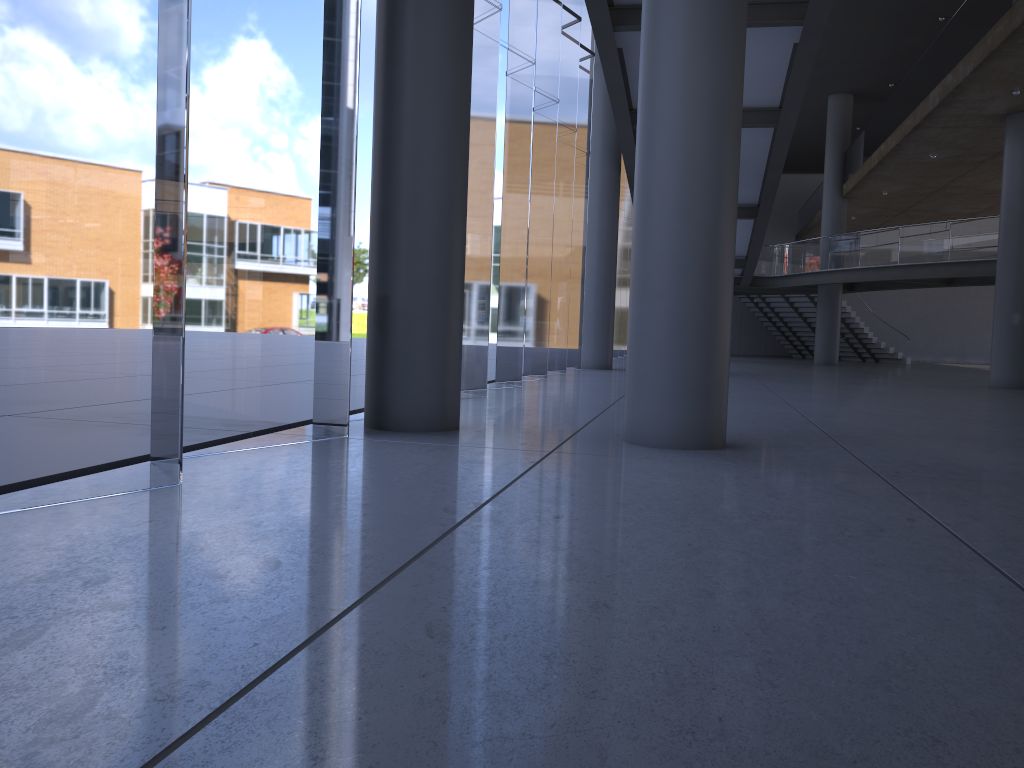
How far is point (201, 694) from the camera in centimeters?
202cm
